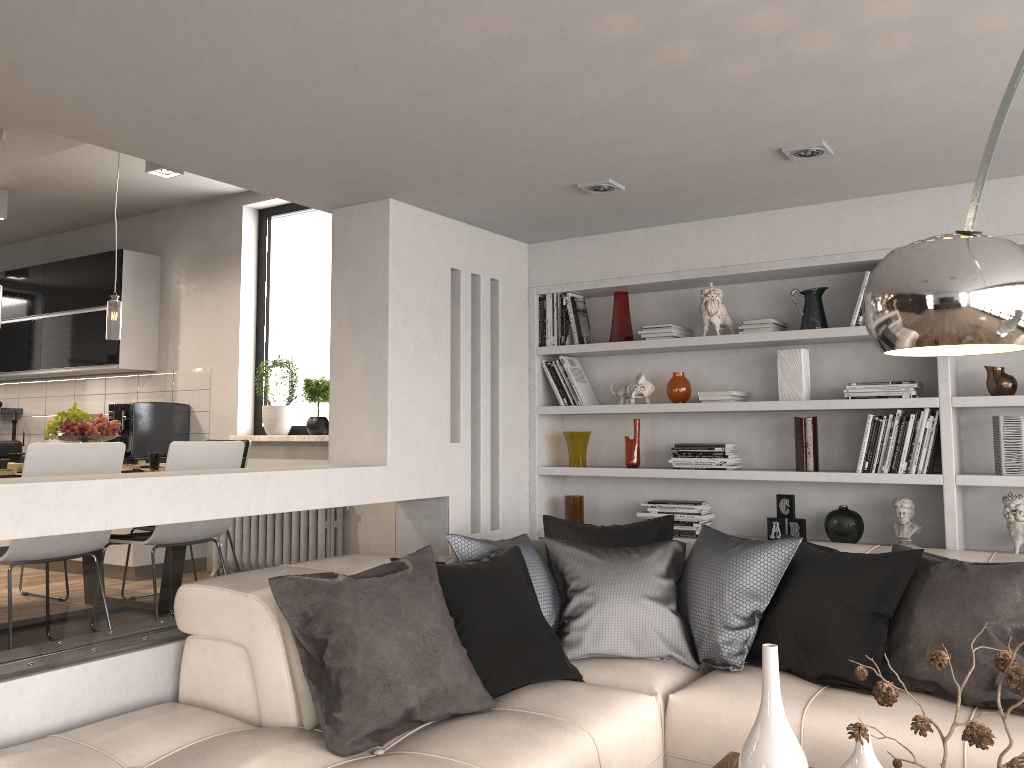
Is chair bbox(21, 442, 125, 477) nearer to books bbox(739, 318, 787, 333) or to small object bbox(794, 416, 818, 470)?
books bbox(739, 318, 787, 333)

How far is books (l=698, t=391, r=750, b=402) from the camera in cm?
447

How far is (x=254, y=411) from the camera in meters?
6.5

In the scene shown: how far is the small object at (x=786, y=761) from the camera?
2.0 meters

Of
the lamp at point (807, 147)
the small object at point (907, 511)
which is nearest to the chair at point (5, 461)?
the lamp at point (807, 147)

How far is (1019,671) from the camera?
1.5 meters

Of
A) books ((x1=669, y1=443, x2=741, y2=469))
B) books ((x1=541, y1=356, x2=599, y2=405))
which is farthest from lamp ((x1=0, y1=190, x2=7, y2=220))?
books ((x1=669, y1=443, x2=741, y2=469))

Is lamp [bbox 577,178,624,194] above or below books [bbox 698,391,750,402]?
above

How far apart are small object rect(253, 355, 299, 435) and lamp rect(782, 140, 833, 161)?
3.9 meters

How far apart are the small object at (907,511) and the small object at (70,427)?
3.99m
